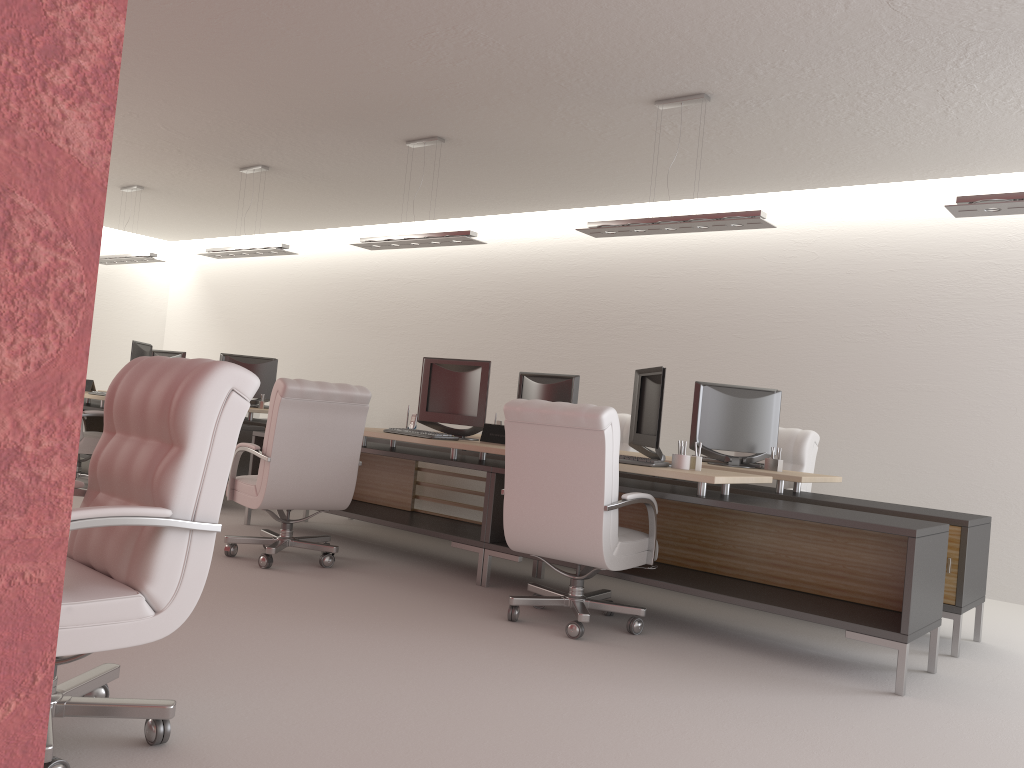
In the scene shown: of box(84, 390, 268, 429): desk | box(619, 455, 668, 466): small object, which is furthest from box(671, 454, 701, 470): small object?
box(84, 390, 268, 429): desk

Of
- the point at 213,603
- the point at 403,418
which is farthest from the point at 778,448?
the point at 403,418

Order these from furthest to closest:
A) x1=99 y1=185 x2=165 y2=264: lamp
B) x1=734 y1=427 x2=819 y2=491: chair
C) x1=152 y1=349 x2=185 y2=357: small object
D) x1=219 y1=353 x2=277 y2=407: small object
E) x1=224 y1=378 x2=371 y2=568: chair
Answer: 1. x1=152 y1=349 x2=185 y2=357: small object
2. x1=99 y1=185 x2=165 y2=264: lamp
3. x1=219 y1=353 x2=277 y2=407: small object
4. x1=734 y1=427 x2=819 y2=491: chair
5. x1=224 y1=378 x2=371 y2=568: chair

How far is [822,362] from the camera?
11.0 meters

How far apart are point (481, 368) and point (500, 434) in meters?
0.7

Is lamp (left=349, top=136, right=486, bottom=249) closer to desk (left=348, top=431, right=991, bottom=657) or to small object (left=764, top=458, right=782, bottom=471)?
desk (left=348, top=431, right=991, bottom=657)

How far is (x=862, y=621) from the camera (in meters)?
5.83

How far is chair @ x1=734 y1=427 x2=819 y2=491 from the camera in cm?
905

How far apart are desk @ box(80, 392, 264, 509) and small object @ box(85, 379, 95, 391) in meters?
0.2 m

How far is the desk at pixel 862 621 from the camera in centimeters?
583cm
